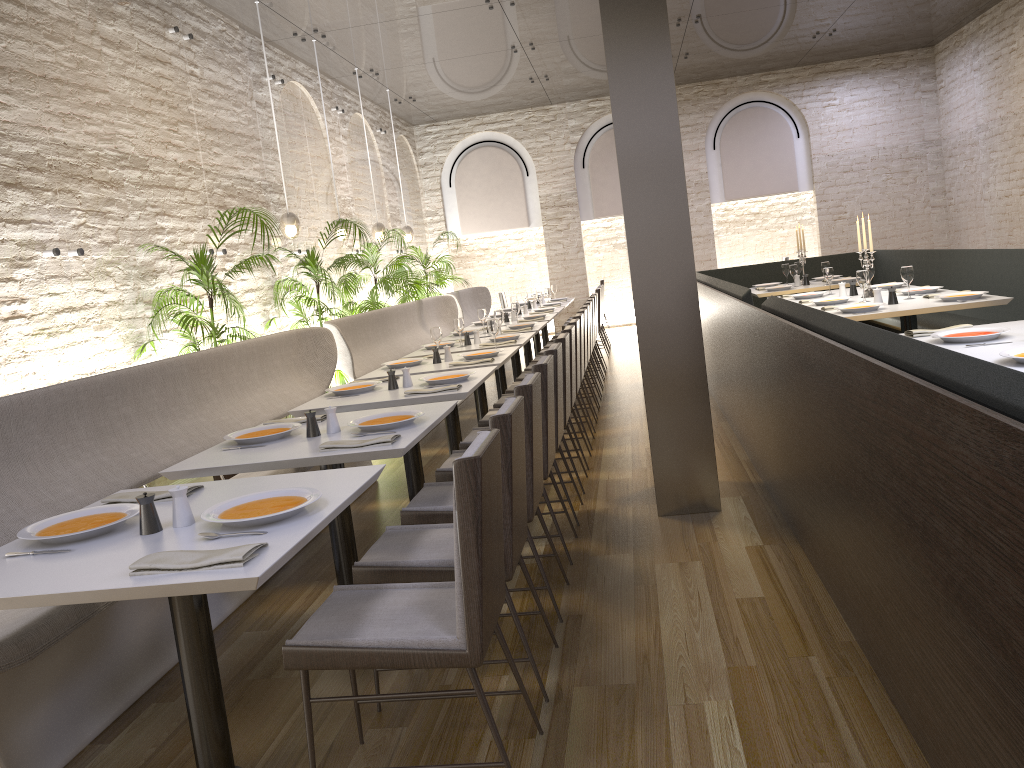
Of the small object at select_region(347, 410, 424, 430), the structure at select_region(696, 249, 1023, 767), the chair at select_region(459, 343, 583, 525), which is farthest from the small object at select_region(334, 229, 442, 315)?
the small object at select_region(347, 410, 424, 430)

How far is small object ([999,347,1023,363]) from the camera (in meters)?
3.18

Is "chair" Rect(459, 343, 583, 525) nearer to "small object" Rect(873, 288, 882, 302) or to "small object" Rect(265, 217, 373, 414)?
"small object" Rect(873, 288, 882, 302)

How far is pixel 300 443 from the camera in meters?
3.5

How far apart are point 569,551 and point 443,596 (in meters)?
1.74

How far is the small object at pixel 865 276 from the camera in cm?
636

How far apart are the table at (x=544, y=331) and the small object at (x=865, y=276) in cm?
669

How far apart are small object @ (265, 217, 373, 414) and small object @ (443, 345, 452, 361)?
2.2m

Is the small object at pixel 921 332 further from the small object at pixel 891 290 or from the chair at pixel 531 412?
the chair at pixel 531 412

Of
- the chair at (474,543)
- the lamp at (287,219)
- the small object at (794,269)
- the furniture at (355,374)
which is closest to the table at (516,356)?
the furniture at (355,374)
